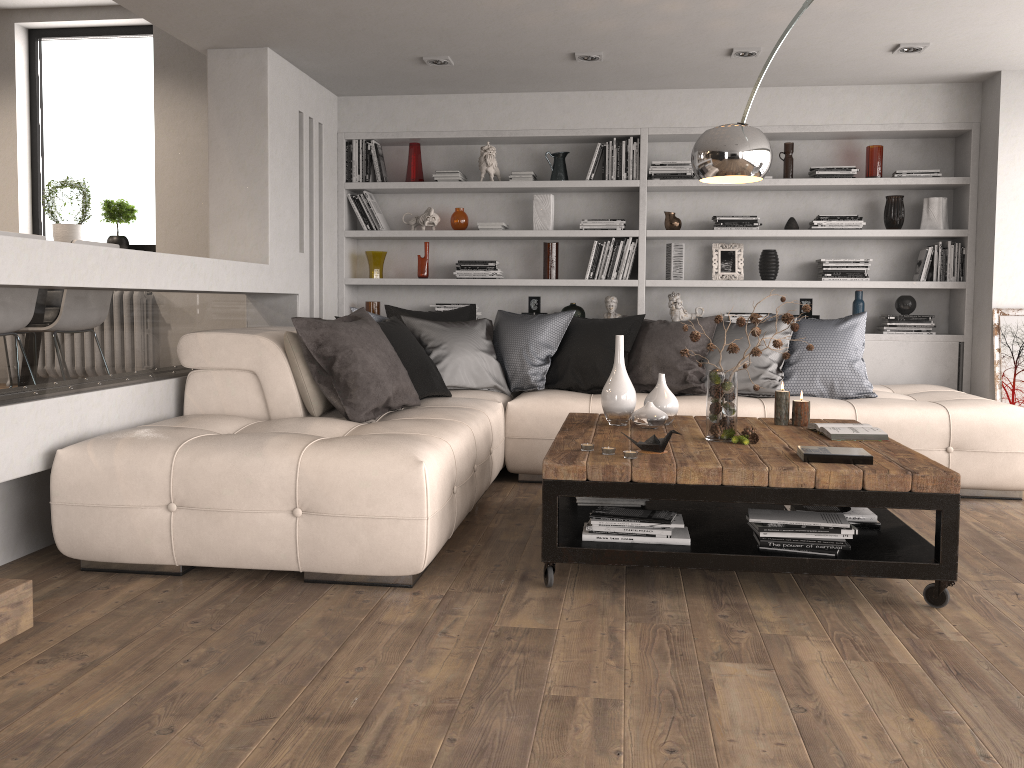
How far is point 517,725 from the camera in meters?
2.1 m

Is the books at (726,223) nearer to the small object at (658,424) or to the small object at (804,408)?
the small object at (804,408)

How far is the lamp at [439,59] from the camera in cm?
519

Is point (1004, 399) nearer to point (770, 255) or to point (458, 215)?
point (770, 255)

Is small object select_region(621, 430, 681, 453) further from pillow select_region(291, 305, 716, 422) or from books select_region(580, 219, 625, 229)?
books select_region(580, 219, 625, 229)

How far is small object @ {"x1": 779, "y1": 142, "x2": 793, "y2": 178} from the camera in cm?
596

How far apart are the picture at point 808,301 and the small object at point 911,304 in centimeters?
57cm

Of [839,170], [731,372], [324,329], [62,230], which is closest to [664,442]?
[731,372]

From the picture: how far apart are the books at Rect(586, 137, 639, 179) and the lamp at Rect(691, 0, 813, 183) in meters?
2.4 m

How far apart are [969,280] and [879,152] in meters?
1.0
